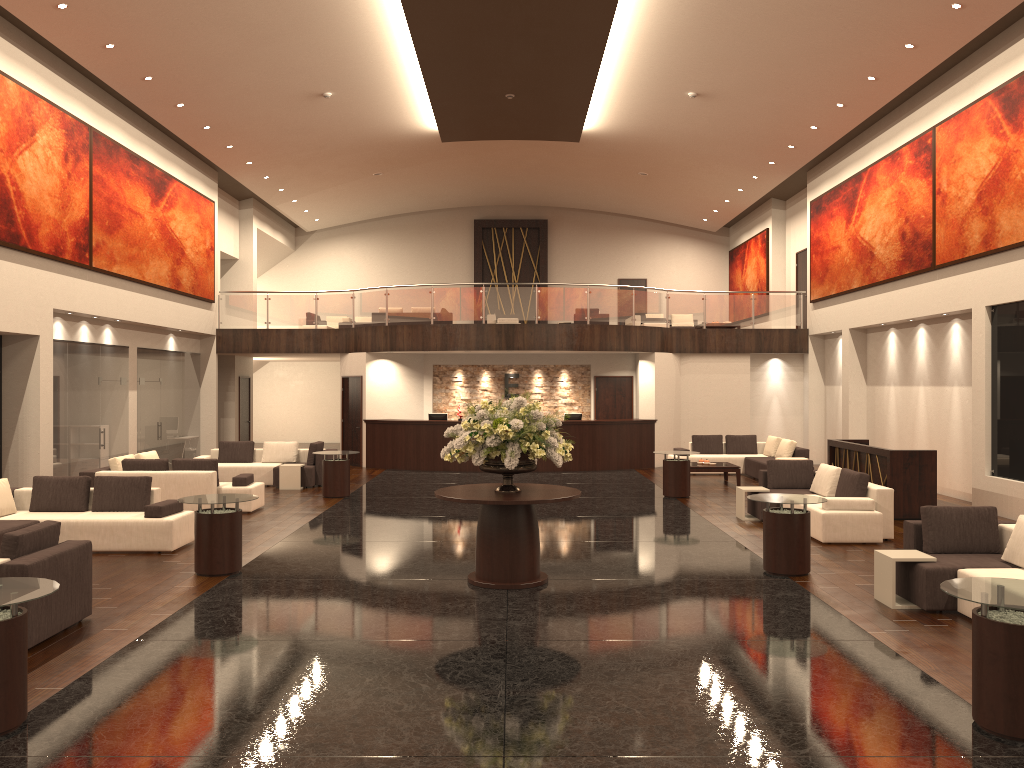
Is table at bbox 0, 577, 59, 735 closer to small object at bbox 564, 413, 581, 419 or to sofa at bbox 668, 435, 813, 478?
sofa at bbox 668, 435, 813, 478

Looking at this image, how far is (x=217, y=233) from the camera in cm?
2245

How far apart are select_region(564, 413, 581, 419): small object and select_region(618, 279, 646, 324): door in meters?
10.5 m

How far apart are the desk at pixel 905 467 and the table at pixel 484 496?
6.37m

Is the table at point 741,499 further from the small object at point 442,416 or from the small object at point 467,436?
the small object at point 442,416

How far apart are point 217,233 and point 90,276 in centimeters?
703cm

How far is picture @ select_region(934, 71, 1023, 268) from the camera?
13.1m

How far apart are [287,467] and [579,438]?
6.92m

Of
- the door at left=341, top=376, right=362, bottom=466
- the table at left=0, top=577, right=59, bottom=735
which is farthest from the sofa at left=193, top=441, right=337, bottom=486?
the table at left=0, top=577, right=59, bottom=735

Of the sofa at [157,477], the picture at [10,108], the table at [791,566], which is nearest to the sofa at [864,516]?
the table at [791,566]
